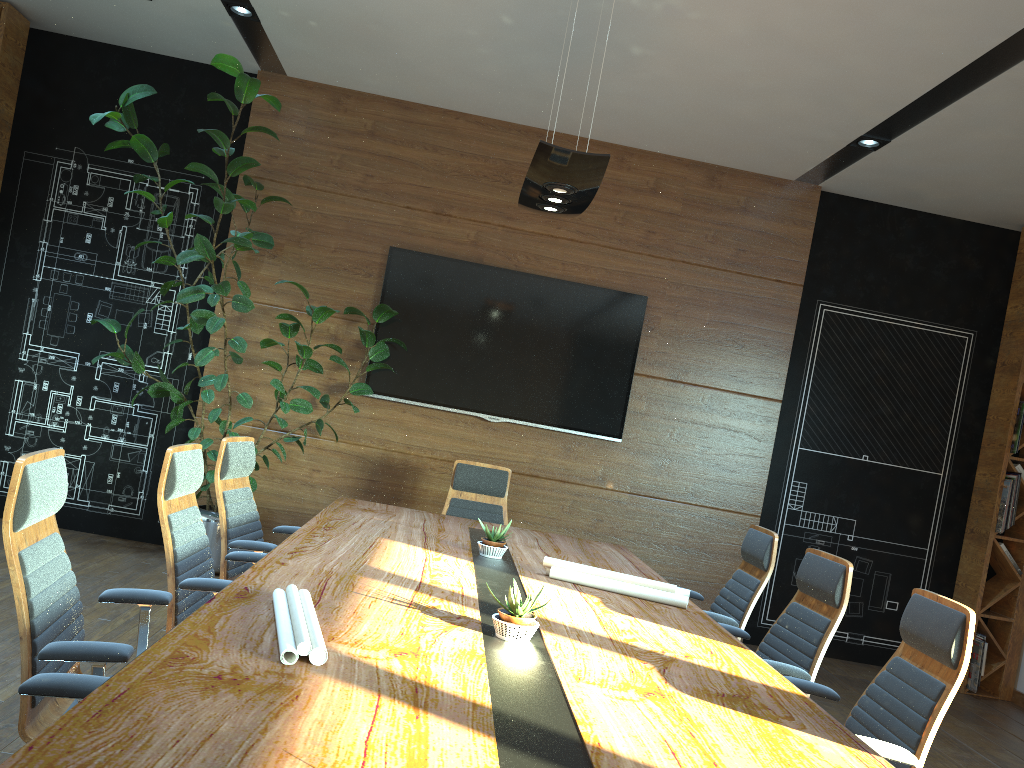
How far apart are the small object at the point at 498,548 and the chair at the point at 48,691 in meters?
2.2 m

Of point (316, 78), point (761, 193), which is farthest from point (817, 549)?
point (316, 78)

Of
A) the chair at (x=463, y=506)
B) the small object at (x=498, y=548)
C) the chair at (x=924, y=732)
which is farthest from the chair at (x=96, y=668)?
the chair at (x=463, y=506)

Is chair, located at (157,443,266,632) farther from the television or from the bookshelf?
the bookshelf

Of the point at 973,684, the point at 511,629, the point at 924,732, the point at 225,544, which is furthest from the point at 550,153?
the point at 973,684

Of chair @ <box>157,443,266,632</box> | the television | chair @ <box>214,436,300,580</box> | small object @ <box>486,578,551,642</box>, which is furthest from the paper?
the television

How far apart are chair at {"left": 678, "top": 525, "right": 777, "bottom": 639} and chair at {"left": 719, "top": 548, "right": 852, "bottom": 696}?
0.2m

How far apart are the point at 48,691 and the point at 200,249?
3.89m

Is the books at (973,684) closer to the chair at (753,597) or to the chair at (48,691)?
the chair at (753,597)

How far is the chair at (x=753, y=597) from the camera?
4.5m
